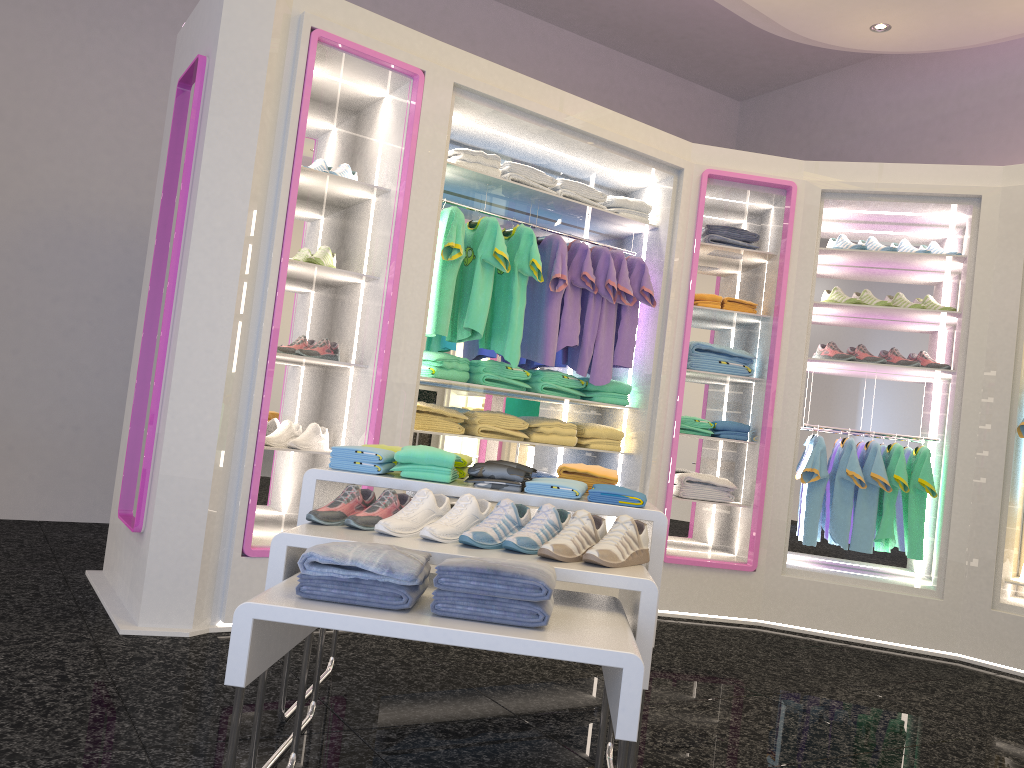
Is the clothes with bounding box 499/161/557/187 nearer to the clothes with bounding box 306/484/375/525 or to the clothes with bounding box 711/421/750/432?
the clothes with bounding box 711/421/750/432

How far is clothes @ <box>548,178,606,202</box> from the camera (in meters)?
4.91

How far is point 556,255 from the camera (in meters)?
4.72

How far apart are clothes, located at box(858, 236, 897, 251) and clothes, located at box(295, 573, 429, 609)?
4.16m

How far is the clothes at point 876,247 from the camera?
5.2 meters

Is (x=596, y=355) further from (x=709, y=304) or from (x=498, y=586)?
(x=498, y=586)

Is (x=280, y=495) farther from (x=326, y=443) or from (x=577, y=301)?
(x=577, y=301)

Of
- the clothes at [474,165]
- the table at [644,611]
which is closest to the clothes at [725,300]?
the clothes at [474,165]

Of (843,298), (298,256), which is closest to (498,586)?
(298,256)

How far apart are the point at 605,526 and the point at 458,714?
1.0 meters
